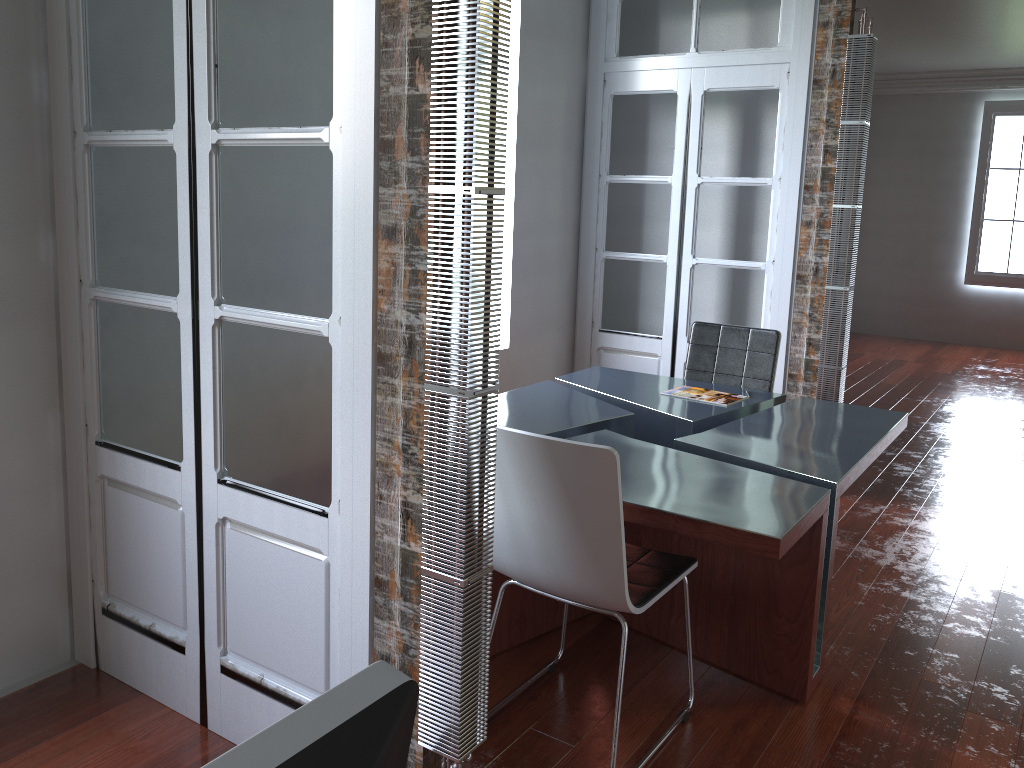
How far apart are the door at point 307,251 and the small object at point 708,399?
2.05m

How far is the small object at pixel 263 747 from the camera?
0.4 meters

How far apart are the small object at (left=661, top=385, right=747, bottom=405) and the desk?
0.0m

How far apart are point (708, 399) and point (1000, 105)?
7.7 meters

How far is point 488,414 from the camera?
1.82m

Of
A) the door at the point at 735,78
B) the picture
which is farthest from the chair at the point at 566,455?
the picture

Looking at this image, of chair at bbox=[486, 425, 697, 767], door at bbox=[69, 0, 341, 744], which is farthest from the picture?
door at bbox=[69, 0, 341, 744]

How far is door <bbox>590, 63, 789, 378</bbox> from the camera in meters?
4.5

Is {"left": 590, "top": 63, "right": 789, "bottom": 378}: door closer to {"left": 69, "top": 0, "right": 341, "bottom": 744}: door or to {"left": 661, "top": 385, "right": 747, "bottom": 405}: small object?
{"left": 661, "top": 385, "right": 747, "bottom": 405}: small object

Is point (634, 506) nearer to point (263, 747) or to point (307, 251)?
point (307, 251)
